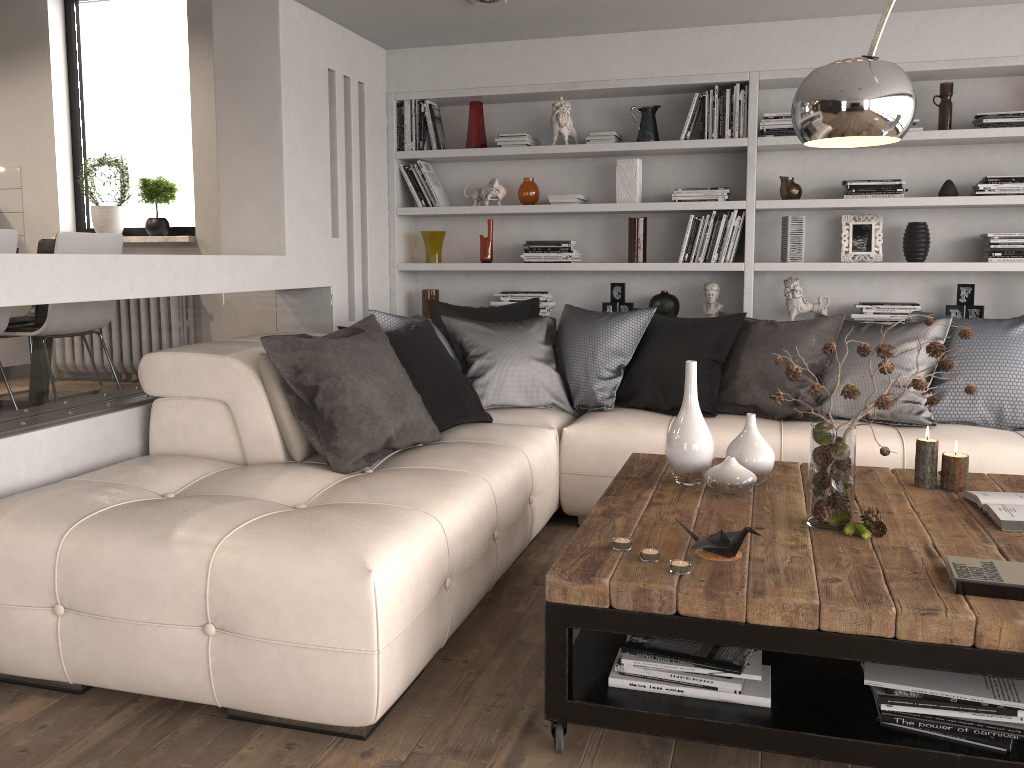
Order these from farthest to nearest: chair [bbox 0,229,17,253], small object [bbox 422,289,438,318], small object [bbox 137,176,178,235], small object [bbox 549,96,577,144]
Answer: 1. small object [bbox 137,176,178,235]
2. small object [bbox 422,289,438,318]
3. small object [bbox 549,96,577,144]
4. chair [bbox 0,229,17,253]

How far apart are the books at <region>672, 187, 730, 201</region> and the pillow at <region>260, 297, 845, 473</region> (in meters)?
1.01

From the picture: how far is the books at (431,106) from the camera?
5.3 meters

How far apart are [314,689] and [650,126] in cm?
383

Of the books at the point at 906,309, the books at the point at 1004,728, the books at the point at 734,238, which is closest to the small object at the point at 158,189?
the books at the point at 734,238

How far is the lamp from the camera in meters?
2.2 m

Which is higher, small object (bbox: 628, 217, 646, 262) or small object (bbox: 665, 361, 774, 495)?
small object (bbox: 628, 217, 646, 262)

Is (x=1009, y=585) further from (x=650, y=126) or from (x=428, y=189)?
(x=428, y=189)

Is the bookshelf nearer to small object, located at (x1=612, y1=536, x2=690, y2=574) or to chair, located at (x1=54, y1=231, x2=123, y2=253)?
chair, located at (x1=54, y1=231, x2=123, y2=253)

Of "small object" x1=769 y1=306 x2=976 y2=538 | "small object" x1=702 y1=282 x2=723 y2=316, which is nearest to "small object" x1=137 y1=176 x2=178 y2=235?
"small object" x1=702 y1=282 x2=723 y2=316
